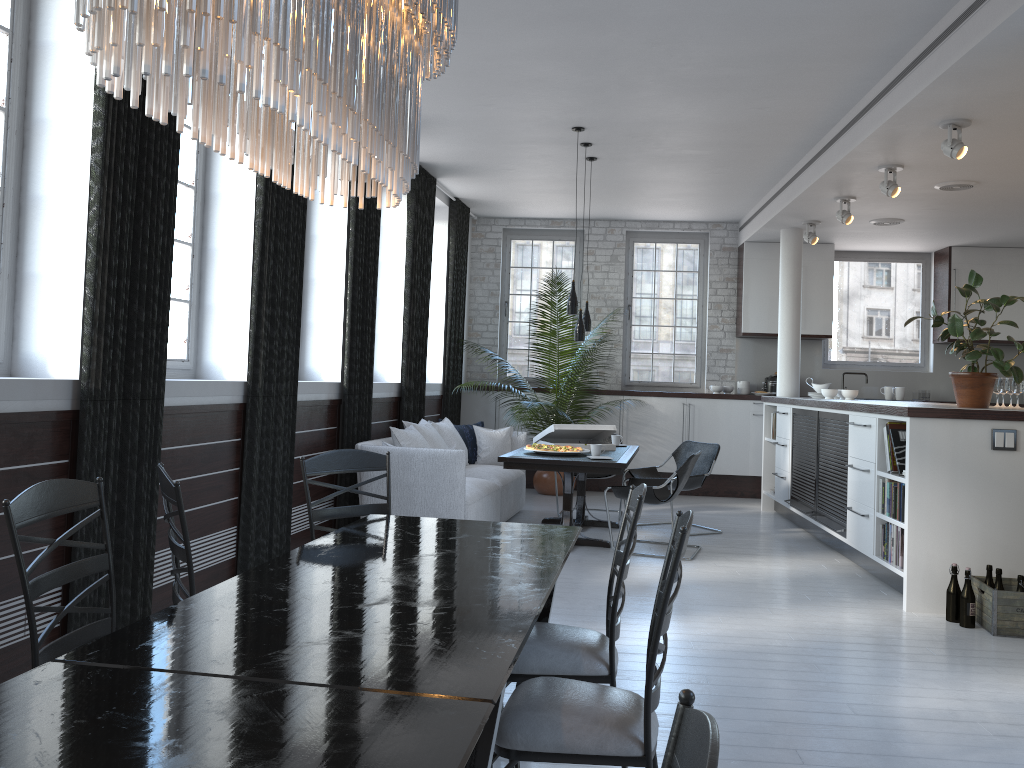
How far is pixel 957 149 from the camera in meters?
5.5

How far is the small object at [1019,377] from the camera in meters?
5.5

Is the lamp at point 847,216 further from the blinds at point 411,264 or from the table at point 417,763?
the table at point 417,763

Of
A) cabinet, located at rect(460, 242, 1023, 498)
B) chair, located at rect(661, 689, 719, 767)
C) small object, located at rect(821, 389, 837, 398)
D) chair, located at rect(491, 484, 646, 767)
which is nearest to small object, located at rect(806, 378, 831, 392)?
small object, located at rect(821, 389, 837, 398)

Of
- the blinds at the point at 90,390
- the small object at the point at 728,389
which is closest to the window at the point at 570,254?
the small object at the point at 728,389

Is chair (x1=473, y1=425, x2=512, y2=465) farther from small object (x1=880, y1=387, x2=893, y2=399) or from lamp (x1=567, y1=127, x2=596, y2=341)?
small object (x1=880, y1=387, x2=893, y2=399)

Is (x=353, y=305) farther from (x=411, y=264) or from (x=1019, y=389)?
(x=1019, y=389)

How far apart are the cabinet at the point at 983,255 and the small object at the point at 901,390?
0.81m

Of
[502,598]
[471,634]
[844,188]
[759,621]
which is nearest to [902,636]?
[759,621]

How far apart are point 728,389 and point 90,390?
8.0 meters
